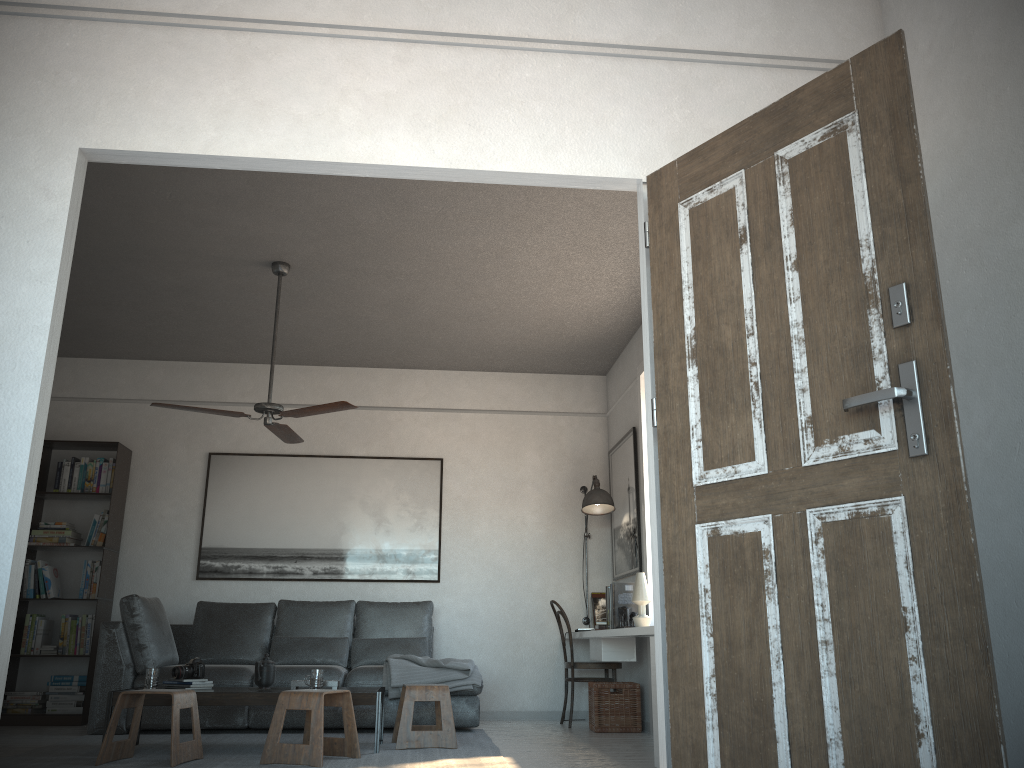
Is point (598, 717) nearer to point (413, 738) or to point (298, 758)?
point (413, 738)

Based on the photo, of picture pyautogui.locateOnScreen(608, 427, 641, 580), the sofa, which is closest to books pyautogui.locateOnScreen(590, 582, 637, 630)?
picture pyautogui.locateOnScreen(608, 427, 641, 580)

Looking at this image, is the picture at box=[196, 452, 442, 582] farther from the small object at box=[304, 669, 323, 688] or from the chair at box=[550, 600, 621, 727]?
the small object at box=[304, 669, 323, 688]

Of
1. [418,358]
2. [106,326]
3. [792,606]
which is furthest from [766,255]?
[106,326]

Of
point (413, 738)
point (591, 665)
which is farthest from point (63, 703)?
point (591, 665)

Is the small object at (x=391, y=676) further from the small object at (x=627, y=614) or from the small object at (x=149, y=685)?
the small object at (x=149, y=685)

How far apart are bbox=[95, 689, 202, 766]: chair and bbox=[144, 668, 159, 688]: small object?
0.3m

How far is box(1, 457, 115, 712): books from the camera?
6.5 meters

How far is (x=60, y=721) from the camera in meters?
6.4

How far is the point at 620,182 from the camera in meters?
2.8 m
